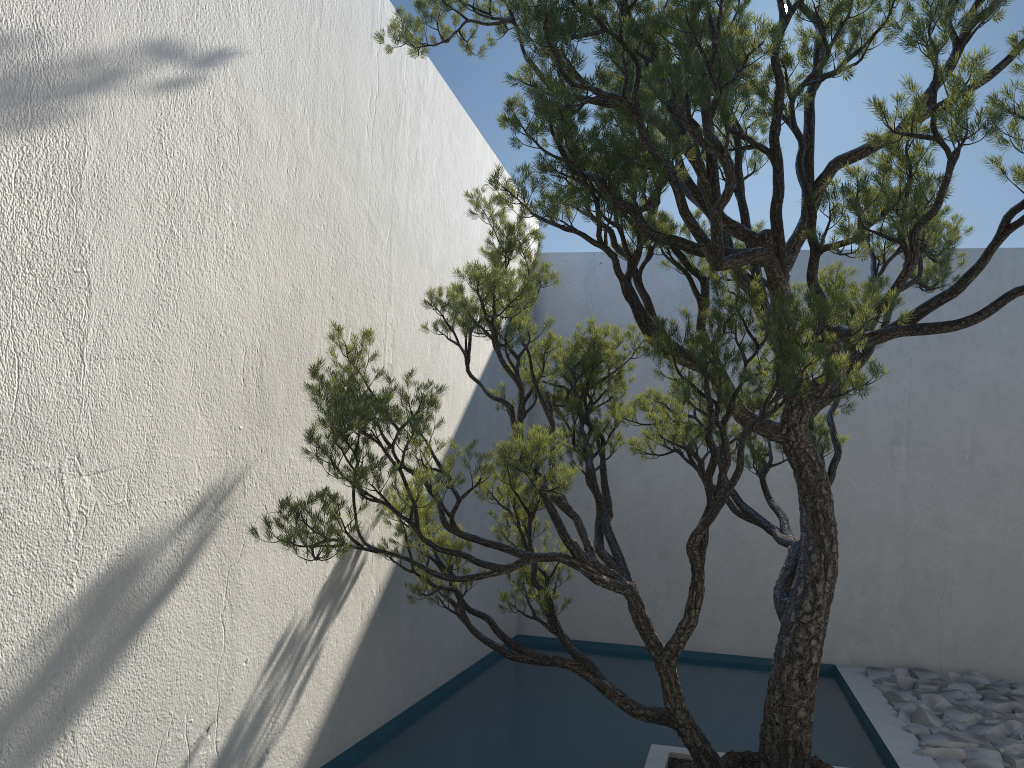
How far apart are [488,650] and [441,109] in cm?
319

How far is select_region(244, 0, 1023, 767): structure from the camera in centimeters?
225cm

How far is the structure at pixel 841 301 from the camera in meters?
2.2 m

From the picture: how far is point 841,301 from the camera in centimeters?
225cm
